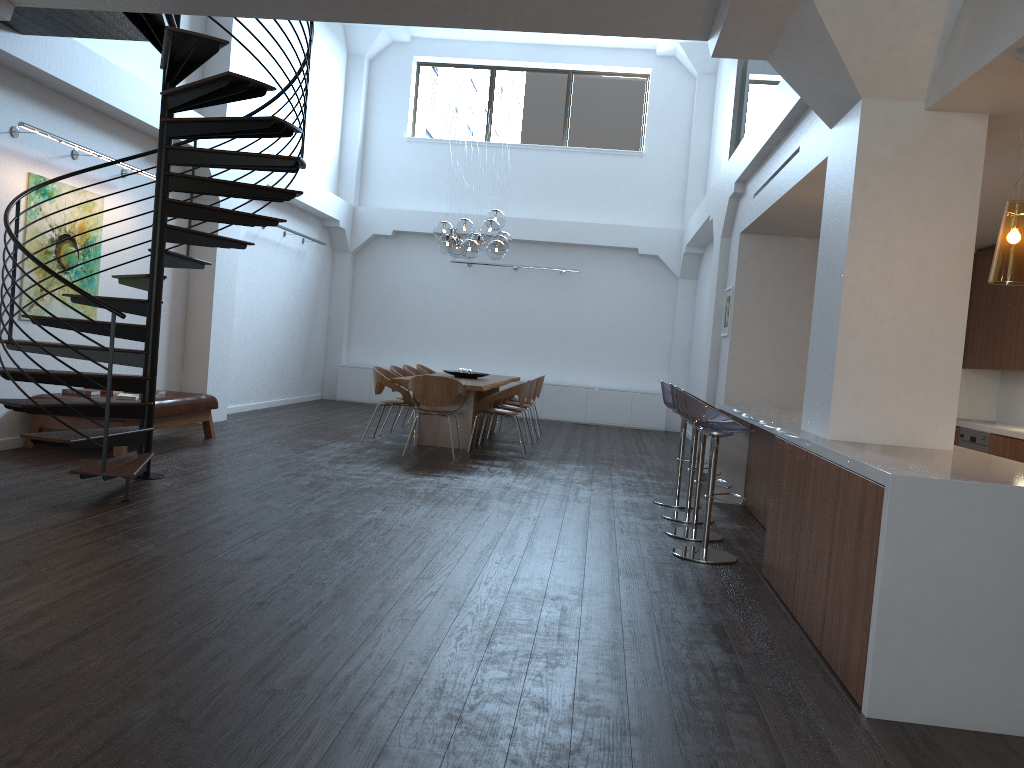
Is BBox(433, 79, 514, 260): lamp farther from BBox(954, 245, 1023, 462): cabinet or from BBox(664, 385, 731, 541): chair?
BBox(954, 245, 1023, 462): cabinet

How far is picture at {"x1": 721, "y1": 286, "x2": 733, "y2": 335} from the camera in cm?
910

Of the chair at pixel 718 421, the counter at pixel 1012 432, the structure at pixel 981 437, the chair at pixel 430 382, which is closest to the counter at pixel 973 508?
the chair at pixel 718 421

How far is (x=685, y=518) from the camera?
6.6m

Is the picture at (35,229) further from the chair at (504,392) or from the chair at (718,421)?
the chair at (718,421)

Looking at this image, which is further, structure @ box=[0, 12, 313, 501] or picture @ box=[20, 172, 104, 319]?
picture @ box=[20, 172, 104, 319]

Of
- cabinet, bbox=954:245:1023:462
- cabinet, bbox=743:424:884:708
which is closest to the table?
cabinet, bbox=743:424:884:708

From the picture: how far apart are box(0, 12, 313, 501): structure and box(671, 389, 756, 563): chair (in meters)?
3.28

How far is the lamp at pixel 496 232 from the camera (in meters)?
9.80

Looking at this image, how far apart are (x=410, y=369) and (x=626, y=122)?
6.55m
